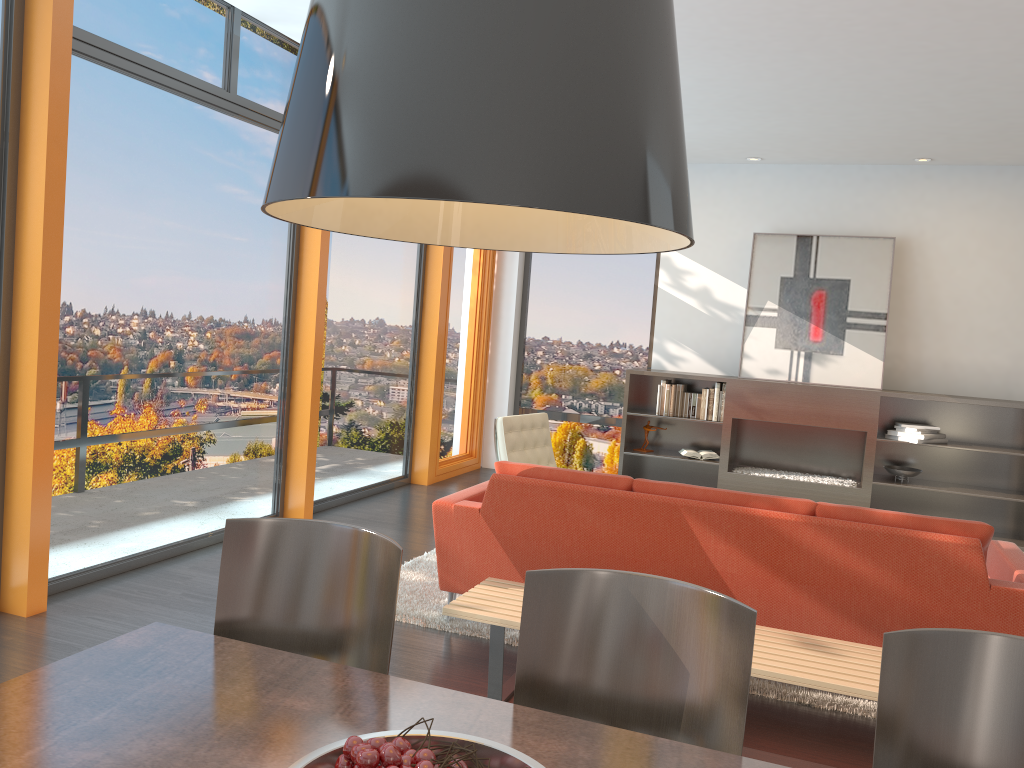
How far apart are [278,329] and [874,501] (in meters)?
5.33

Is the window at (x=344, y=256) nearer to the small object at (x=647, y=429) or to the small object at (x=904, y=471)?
the small object at (x=647, y=429)

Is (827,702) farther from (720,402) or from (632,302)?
(632,302)

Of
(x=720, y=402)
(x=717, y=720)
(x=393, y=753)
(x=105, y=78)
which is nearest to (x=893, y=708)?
(x=717, y=720)

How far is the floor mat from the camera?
3.68m

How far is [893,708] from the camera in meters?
1.6 m

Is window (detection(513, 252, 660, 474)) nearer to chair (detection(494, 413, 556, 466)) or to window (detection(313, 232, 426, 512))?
window (detection(313, 232, 426, 512))

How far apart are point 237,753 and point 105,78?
3.91m

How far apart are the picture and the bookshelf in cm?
24

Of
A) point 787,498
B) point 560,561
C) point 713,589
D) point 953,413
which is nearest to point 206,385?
point 560,561
